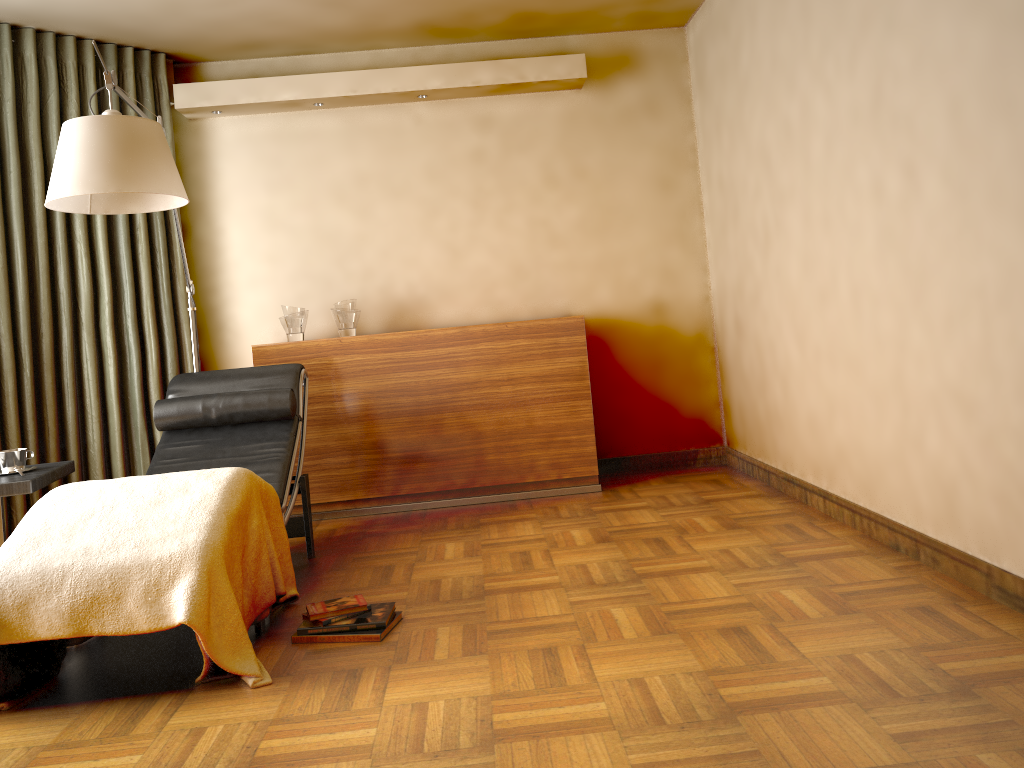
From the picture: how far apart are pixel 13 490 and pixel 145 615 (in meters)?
0.93

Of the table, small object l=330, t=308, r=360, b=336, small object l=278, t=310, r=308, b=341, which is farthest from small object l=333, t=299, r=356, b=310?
the table

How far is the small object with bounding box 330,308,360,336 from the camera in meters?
4.5 m

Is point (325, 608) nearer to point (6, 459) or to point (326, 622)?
point (326, 622)

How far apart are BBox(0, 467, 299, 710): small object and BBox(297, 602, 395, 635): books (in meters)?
0.15

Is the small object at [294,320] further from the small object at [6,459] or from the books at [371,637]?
the books at [371,637]

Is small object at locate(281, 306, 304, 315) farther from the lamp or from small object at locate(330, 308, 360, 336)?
the lamp

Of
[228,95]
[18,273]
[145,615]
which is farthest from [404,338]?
[145,615]

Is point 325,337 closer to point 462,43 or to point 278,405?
point 278,405

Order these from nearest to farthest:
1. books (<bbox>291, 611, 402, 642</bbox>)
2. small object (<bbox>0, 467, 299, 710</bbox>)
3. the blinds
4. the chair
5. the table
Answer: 1. small object (<bbox>0, 467, 299, 710</bbox>)
2. books (<bbox>291, 611, 402, 642</bbox>)
3. the table
4. the chair
5. the blinds
